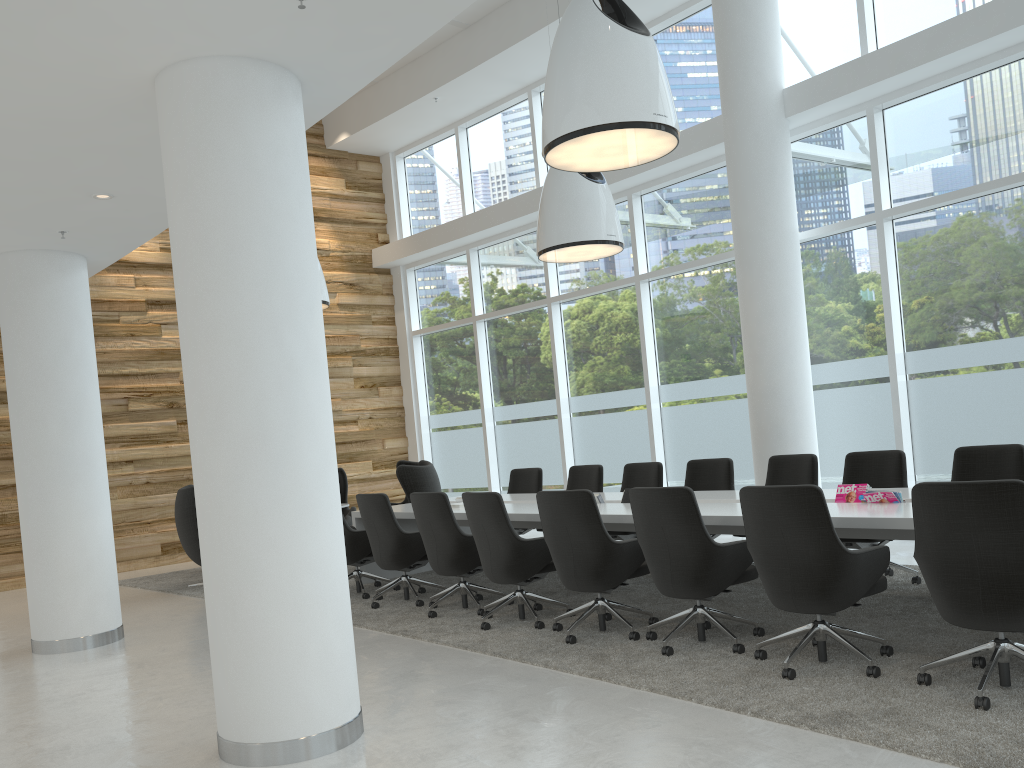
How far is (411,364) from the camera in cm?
1458

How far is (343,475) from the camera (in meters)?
11.94

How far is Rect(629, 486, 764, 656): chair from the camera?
4.94m

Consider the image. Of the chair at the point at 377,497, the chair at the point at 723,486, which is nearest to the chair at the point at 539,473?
the chair at the point at 377,497

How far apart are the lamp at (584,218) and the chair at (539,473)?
2.2 meters

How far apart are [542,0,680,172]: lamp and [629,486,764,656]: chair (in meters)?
2.14

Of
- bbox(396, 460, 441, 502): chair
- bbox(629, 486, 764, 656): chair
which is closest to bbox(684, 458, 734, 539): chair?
bbox(629, 486, 764, 656): chair

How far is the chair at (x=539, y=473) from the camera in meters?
9.6 m

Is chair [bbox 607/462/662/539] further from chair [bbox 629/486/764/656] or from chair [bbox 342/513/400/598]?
chair [bbox 629/486/764/656]

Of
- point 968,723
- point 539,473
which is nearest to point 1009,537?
point 968,723
